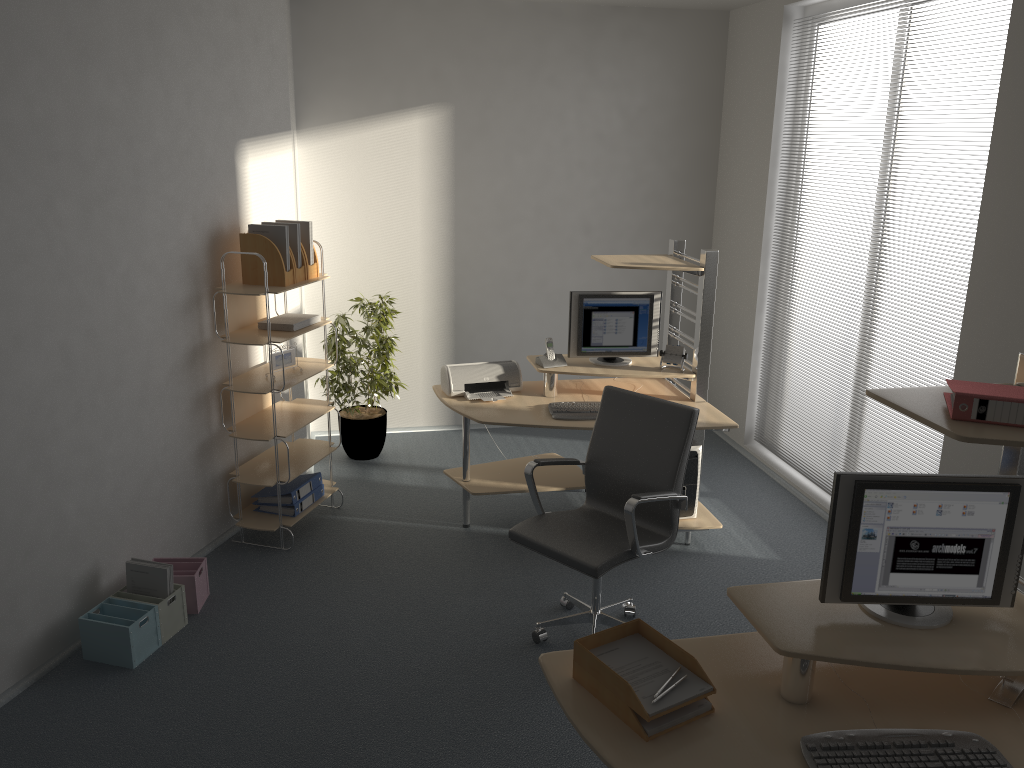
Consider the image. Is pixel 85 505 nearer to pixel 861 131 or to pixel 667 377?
pixel 667 377

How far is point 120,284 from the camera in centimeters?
387cm

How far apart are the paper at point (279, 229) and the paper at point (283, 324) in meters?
0.3 m

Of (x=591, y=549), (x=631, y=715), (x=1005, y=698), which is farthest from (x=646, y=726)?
(x=591, y=549)

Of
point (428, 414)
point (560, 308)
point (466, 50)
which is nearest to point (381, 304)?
point (428, 414)

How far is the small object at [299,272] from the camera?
4.6 meters

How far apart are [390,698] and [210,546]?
1.67m

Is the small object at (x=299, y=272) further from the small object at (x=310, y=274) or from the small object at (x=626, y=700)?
the small object at (x=626, y=700)

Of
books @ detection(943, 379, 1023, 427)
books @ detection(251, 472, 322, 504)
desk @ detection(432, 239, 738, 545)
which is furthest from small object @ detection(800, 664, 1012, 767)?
books @ detection(251, 472, 322, 504)

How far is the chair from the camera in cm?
355
